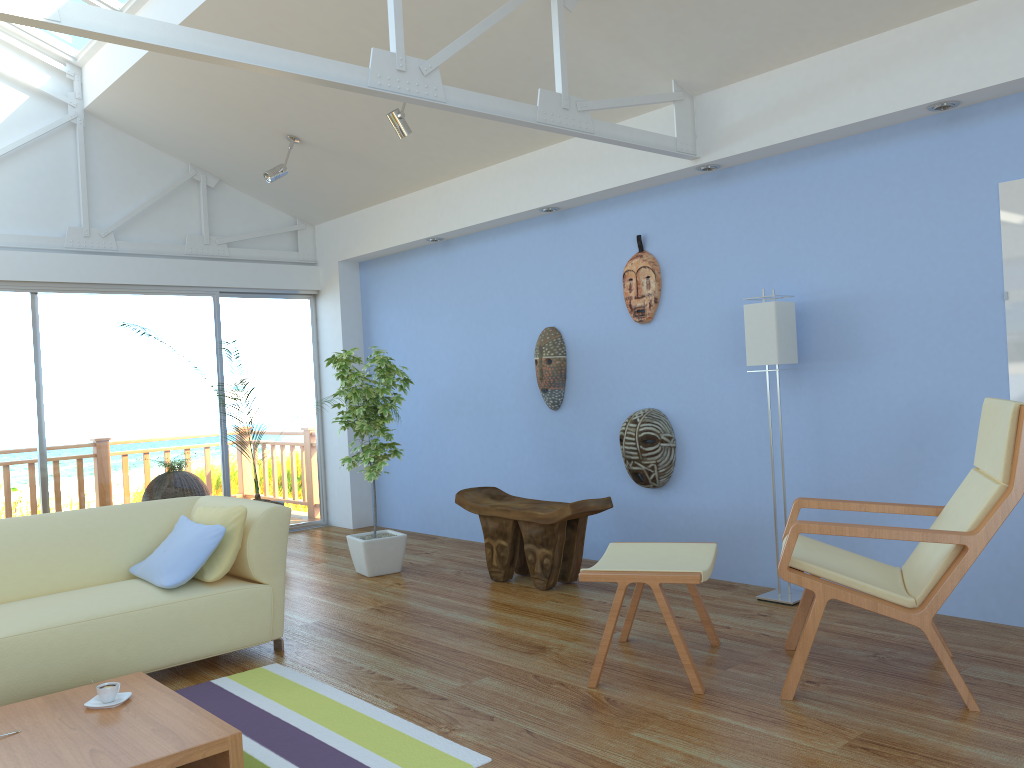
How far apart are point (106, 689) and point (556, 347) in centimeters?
347cm

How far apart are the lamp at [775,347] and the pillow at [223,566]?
2.5 meters

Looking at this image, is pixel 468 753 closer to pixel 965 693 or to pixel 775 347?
pixel 965 693

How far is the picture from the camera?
3.63m

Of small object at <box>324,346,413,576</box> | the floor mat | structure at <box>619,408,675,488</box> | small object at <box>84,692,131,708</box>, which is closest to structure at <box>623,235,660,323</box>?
structure at <box>619,408,675,488</box>

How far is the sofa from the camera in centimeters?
326cm

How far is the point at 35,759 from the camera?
2.3 meters

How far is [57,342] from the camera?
6.19m

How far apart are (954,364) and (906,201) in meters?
0.8 m

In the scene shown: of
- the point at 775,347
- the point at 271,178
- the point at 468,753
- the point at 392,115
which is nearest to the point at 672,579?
the point at 468,753
